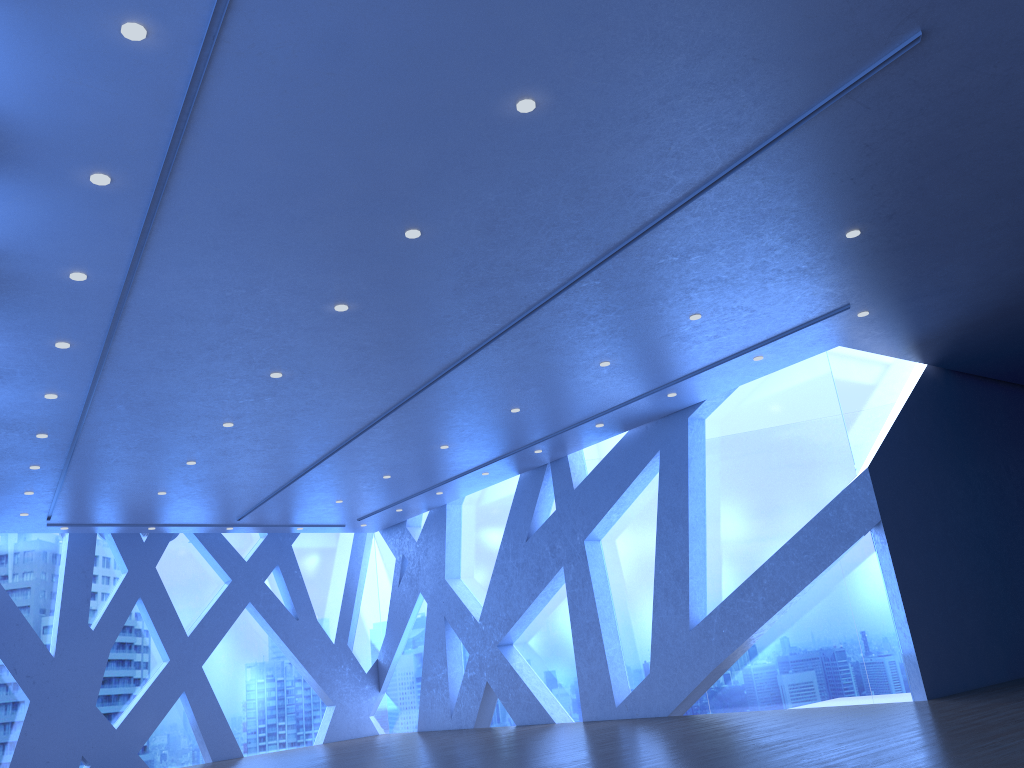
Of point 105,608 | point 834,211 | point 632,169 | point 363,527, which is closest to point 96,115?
point 632,169
